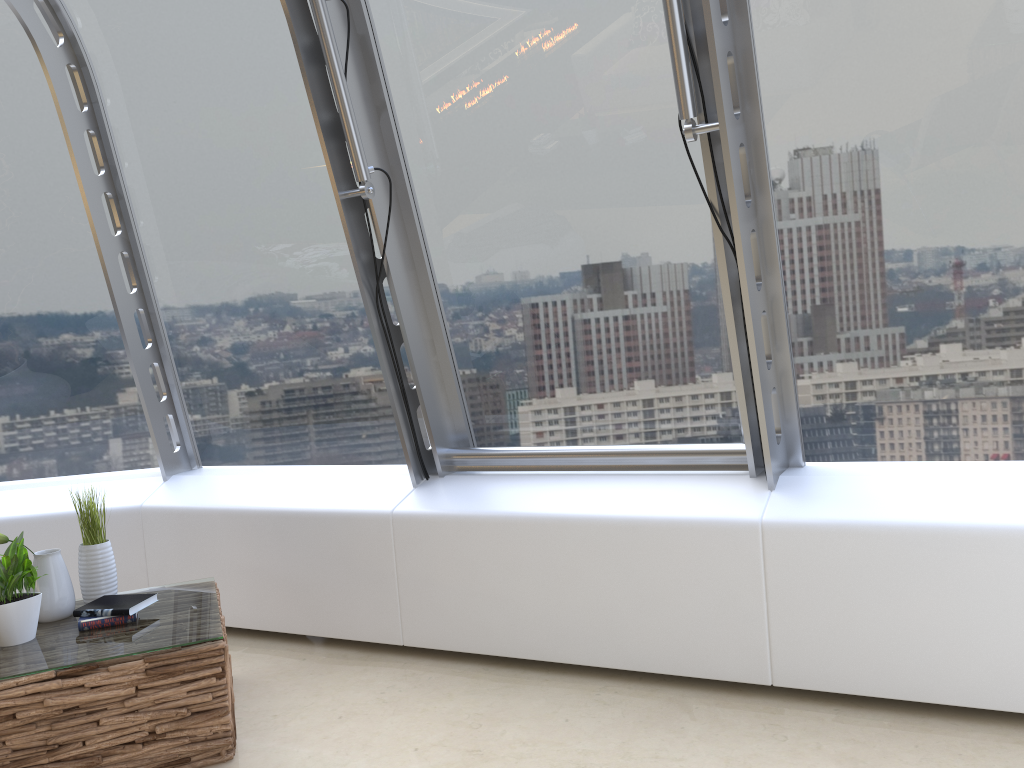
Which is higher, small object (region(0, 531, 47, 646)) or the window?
the window

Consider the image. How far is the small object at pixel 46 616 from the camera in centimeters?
324cm

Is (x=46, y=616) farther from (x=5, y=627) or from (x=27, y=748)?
(x=27, y=748)

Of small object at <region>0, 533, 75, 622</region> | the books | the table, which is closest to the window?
the table

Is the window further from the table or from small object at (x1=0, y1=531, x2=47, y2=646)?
small object at (x1=0, y1=531, x2=47, y2=646)

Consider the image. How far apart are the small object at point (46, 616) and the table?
0.0m

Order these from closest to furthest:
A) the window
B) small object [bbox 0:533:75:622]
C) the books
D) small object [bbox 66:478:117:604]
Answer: the window < the books < small object [bbox 0:533:75:622] < small object [bbox 66:478:117:604]

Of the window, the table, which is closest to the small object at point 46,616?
the table

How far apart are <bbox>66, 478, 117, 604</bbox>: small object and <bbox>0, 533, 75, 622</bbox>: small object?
0.1m

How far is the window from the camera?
2.9 meters
